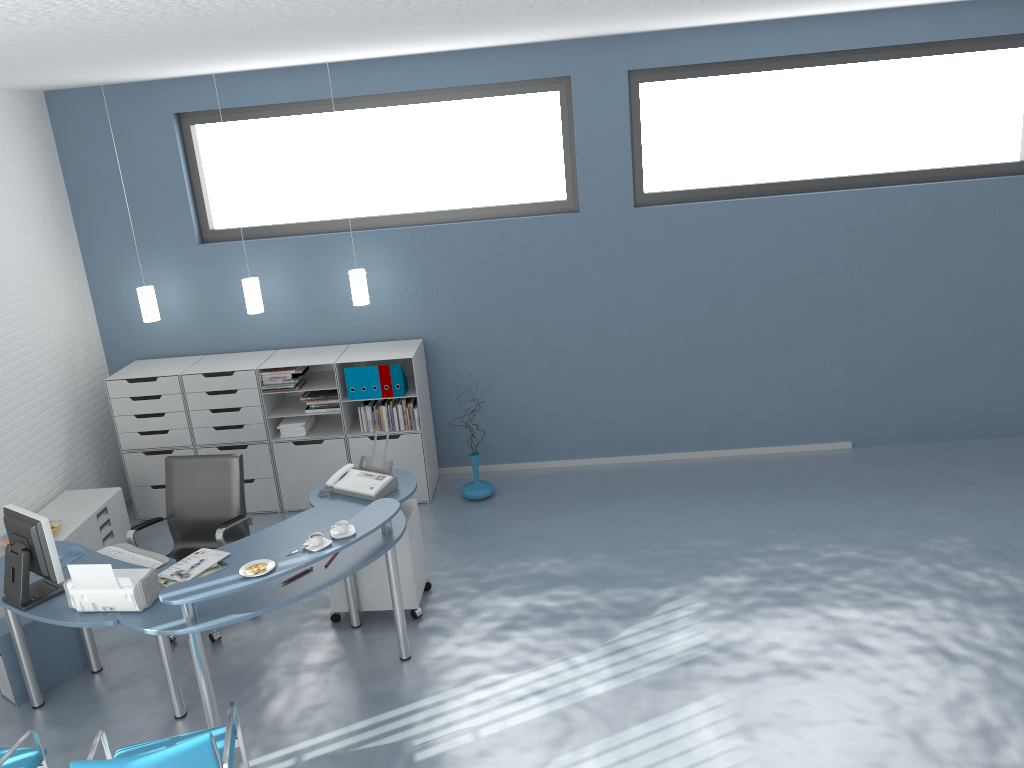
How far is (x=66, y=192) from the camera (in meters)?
6.66

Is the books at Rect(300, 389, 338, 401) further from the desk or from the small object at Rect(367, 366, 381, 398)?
the desk

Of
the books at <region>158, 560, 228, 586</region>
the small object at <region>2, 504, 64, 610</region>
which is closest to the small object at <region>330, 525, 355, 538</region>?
the books at <region>158, 560, 228, 586</region>

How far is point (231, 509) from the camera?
5.3m

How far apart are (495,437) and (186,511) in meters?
2.6

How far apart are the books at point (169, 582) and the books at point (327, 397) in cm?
224

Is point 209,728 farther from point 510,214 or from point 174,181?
point 174,181

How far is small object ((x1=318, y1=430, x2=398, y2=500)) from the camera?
4.97m

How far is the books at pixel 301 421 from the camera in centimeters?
663cm

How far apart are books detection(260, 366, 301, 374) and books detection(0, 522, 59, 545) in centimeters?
173cm
